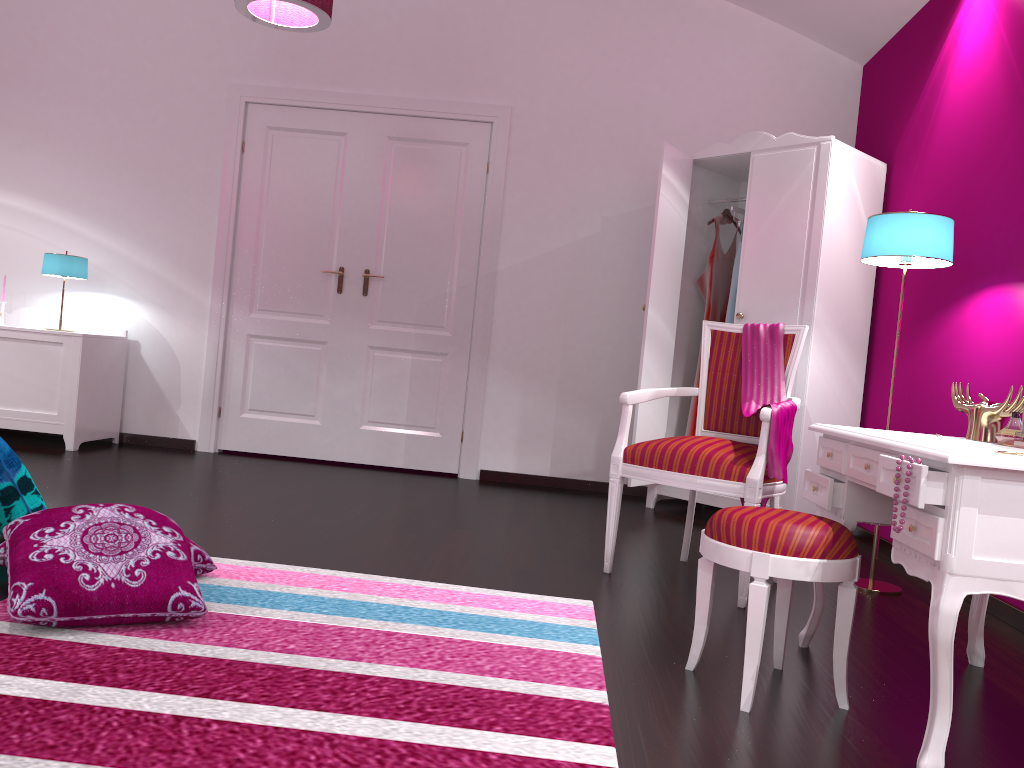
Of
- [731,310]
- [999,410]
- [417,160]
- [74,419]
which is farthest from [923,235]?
[74,419]

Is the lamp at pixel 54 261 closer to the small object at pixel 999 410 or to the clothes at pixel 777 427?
the clothes at pixel 777 427

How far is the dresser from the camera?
3.99m

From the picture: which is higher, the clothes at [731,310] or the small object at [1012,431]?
the clothes at [731,310]

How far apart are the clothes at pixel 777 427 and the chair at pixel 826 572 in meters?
0.6

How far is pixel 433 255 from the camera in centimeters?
506cm

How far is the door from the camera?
5.1 meters

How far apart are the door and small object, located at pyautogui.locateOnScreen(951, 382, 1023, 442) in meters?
3.1 m

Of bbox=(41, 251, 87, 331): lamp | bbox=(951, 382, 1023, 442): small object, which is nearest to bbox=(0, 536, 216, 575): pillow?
bbox=(951, 382, 1023, 442): small object

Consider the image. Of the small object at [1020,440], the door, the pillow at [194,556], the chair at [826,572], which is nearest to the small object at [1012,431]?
the small object at [1020,440]
